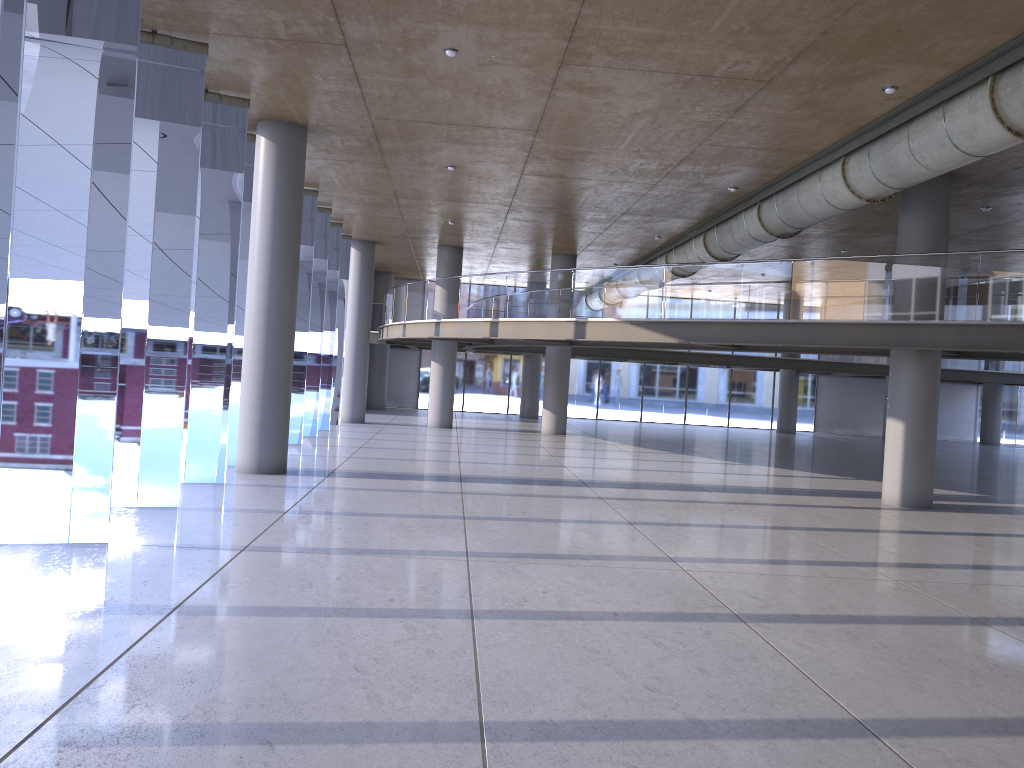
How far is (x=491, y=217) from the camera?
21.6 meters
